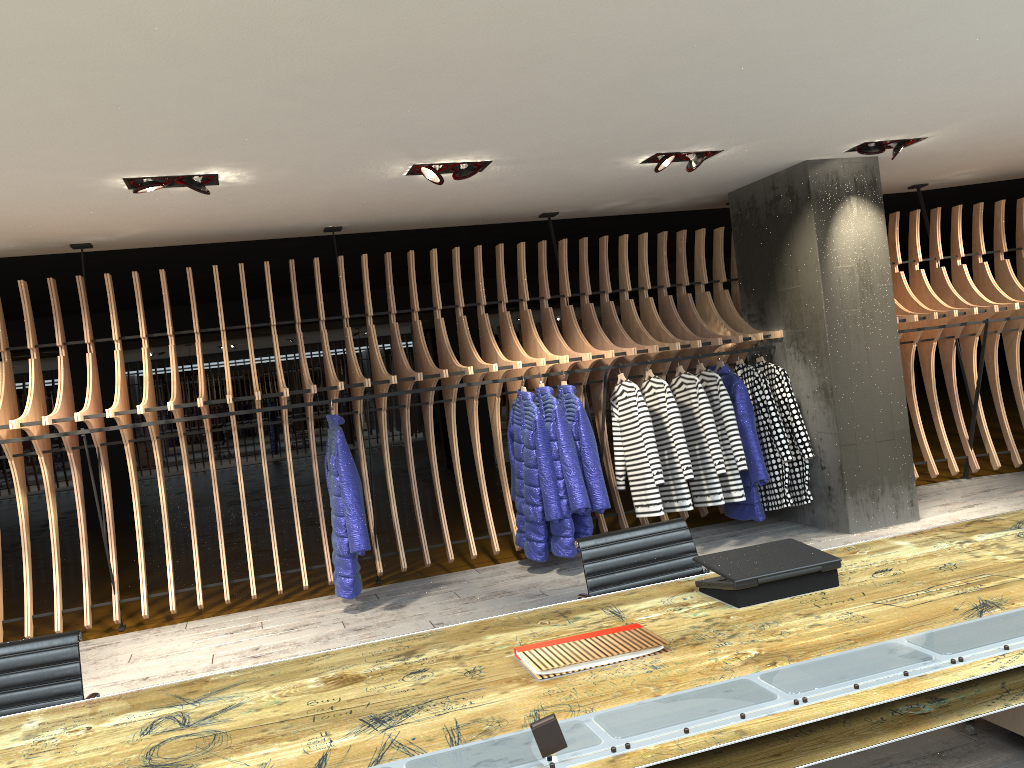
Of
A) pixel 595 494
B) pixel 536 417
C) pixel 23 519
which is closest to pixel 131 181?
pixel 23 519

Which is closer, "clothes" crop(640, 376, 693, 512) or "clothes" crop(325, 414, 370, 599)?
"clothes" crop(325, 414, 370, 599)

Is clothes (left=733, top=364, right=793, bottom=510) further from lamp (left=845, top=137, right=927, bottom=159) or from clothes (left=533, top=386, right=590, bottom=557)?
lamp (left=845, top=137, right=927, bottom=159)

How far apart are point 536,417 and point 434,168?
1.9 meters

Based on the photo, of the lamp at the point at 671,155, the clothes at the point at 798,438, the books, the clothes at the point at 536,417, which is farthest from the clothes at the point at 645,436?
the books

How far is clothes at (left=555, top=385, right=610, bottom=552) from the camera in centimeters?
629cm

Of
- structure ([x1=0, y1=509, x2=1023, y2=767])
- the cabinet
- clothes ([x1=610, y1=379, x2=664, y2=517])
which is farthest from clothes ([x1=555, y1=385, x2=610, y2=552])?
the cabinet

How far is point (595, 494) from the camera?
6.3m

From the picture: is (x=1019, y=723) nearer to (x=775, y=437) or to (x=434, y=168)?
(x=775, y=437)

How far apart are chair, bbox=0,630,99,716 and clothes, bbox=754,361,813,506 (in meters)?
5.23
